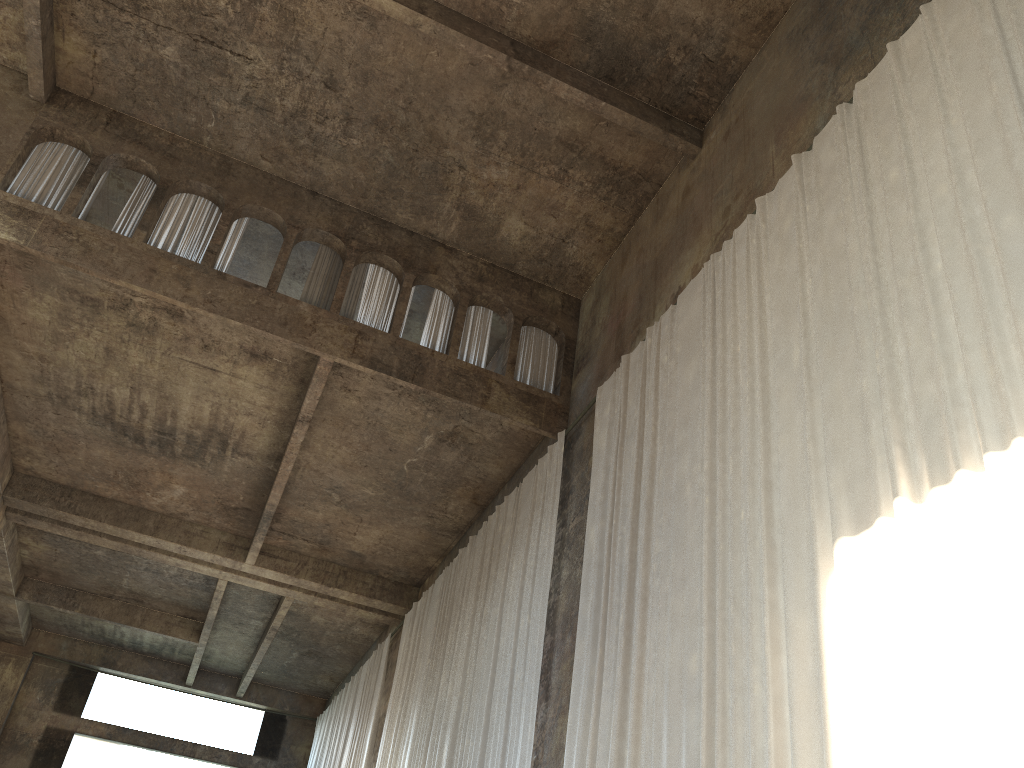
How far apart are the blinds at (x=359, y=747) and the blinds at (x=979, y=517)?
9.7m

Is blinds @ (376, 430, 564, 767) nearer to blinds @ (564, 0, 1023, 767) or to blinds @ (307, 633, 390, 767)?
blinds @ (564, 0, 1023, 767)

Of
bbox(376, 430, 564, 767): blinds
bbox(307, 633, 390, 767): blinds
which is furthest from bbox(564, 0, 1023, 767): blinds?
bbox(307, 633, 390, 767): blinds

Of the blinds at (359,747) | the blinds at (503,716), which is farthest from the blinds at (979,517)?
the blinds at (359,747)

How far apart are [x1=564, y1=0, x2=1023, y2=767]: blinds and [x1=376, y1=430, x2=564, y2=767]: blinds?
1.1m

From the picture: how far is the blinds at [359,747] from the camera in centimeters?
1791cm

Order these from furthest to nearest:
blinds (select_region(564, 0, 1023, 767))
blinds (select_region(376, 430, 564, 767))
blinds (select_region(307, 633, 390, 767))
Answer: blinds (select_region(307, 633, 390, 767)), blinds (select_region(376, 430, 564, 767)), blinds (select_region(564, 0, 1023, 767))

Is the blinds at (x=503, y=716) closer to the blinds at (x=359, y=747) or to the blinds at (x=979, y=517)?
the blinds at (x=979, y=517)

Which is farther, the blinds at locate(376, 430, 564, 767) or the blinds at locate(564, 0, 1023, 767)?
the blinds at locate(376, 430, 564, 767)

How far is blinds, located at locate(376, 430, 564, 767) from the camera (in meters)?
10.68
